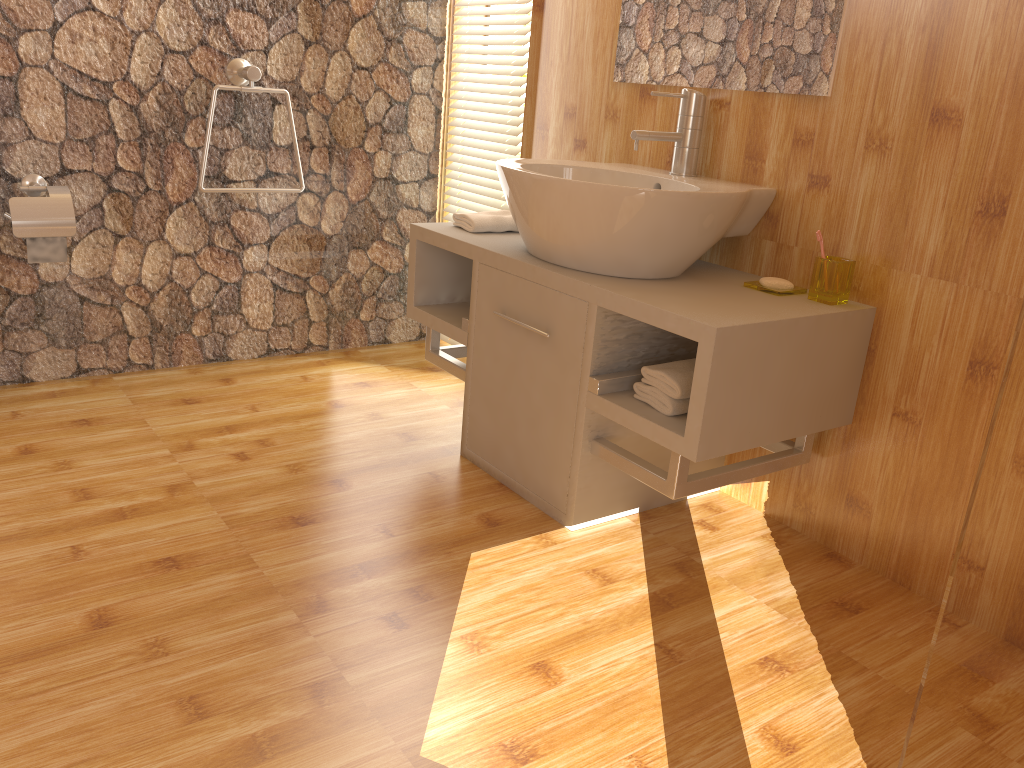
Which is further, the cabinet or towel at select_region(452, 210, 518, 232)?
towel at select_region(452, 210, 518, 232)

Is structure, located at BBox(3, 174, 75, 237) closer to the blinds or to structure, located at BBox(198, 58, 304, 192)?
structure, located at BBox(198, 58, 304, 192)

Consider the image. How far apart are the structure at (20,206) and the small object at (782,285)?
1.82m

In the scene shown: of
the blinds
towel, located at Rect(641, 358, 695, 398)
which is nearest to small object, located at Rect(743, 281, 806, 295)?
towel, located at Rect(641, 358, 695, 398)

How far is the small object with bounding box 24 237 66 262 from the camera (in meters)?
2.39

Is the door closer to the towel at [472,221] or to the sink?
the sink

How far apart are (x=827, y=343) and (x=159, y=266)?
2.0m

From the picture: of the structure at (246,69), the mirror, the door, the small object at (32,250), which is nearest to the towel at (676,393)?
the mirror

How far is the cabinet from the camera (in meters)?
1.70

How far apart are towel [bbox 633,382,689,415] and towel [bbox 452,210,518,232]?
0.7 meters
